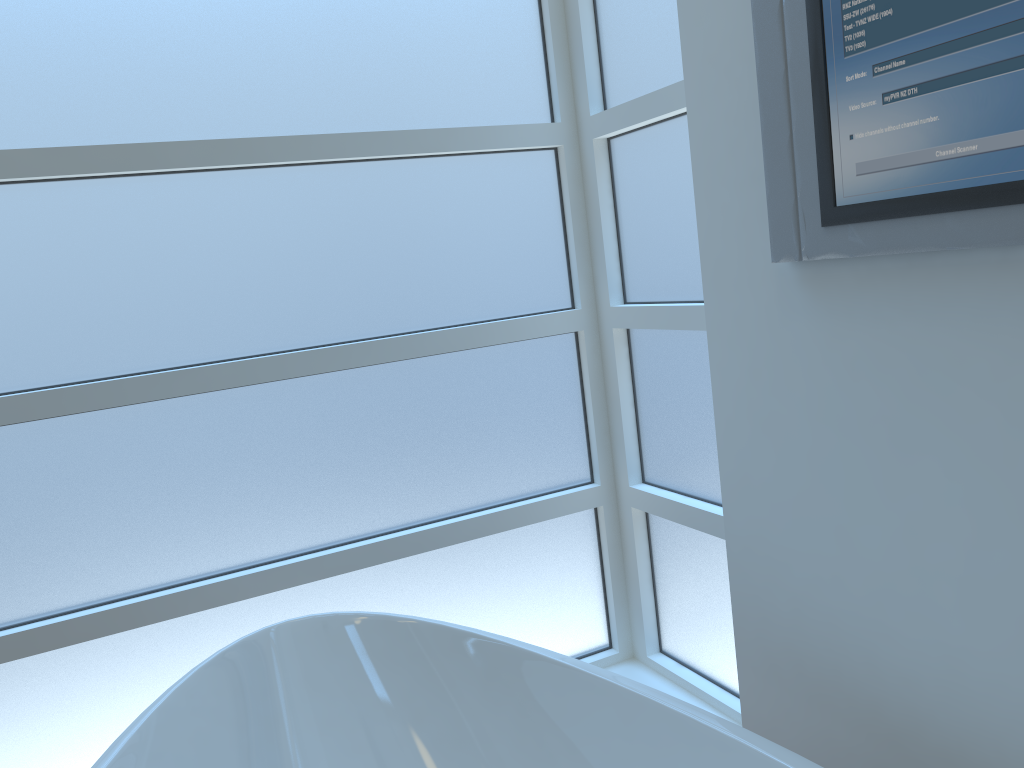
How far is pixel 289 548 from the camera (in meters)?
1.73

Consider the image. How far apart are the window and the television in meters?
0.4 m

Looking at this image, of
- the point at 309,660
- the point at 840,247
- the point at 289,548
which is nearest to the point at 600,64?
the point at 840,247

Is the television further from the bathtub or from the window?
the bathtub

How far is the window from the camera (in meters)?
1.53

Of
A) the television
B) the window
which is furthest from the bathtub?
the television

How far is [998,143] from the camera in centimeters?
92cm

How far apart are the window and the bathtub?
0.2m

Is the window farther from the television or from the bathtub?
the television

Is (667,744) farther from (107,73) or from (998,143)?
(107,73)
